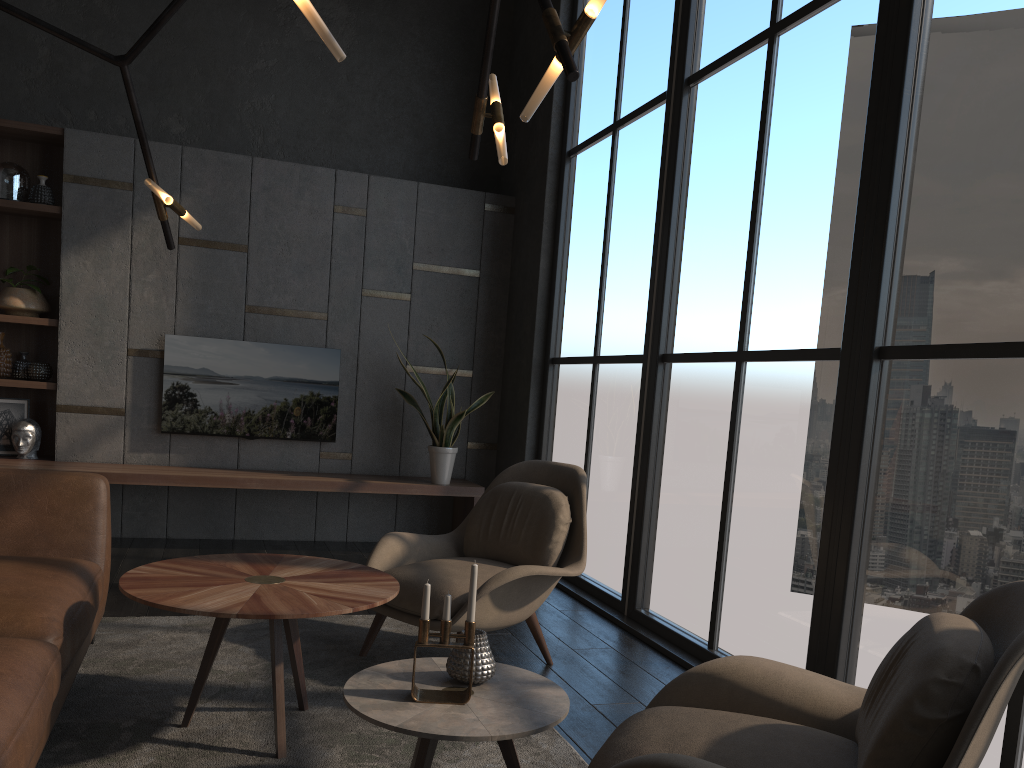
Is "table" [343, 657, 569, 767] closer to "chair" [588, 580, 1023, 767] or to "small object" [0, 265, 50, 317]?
"chair" [588, 580, 1023, 767]

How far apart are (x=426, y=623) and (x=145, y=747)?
1.0 meters

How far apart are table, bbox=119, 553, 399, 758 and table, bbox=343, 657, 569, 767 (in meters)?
0.18

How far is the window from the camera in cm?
261

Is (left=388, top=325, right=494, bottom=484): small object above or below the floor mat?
above

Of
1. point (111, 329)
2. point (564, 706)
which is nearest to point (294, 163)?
point (111, 329)

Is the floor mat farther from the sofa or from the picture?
the picture

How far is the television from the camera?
5.66m

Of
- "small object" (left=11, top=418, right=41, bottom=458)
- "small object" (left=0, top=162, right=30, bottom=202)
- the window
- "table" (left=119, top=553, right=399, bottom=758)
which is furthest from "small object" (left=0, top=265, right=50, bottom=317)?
"table" (left=119, top=553, right=399, bottom=758)

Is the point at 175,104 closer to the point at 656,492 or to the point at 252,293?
the point at 252,293
